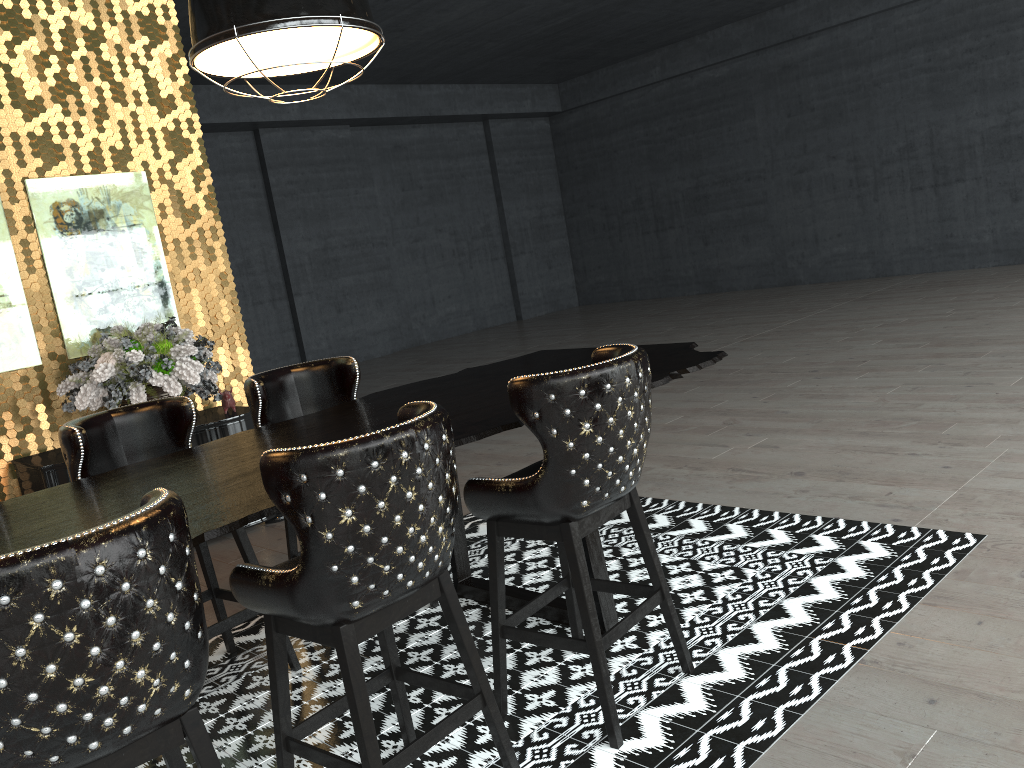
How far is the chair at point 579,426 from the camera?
2.4m

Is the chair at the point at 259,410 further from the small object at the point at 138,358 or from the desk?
the small object at the point at 138,358

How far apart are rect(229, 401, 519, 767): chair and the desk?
0.1m

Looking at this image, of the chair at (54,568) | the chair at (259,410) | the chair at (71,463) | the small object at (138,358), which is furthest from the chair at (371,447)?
the small object at (138,358)

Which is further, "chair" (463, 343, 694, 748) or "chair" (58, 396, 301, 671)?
"chair" (58, 396, 301, 671)

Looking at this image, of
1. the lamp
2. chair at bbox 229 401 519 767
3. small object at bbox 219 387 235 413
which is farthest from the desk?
small object at bbox 219 387 235 413

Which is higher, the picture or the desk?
the picture

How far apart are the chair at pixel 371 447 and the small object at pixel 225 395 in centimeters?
326cm

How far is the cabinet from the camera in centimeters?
470cm

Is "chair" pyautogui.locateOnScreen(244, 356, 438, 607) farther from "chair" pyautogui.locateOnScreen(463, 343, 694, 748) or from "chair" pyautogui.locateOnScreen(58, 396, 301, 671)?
"chair" pyautogui.locateOnScreen(463, 343, 694, 748)
